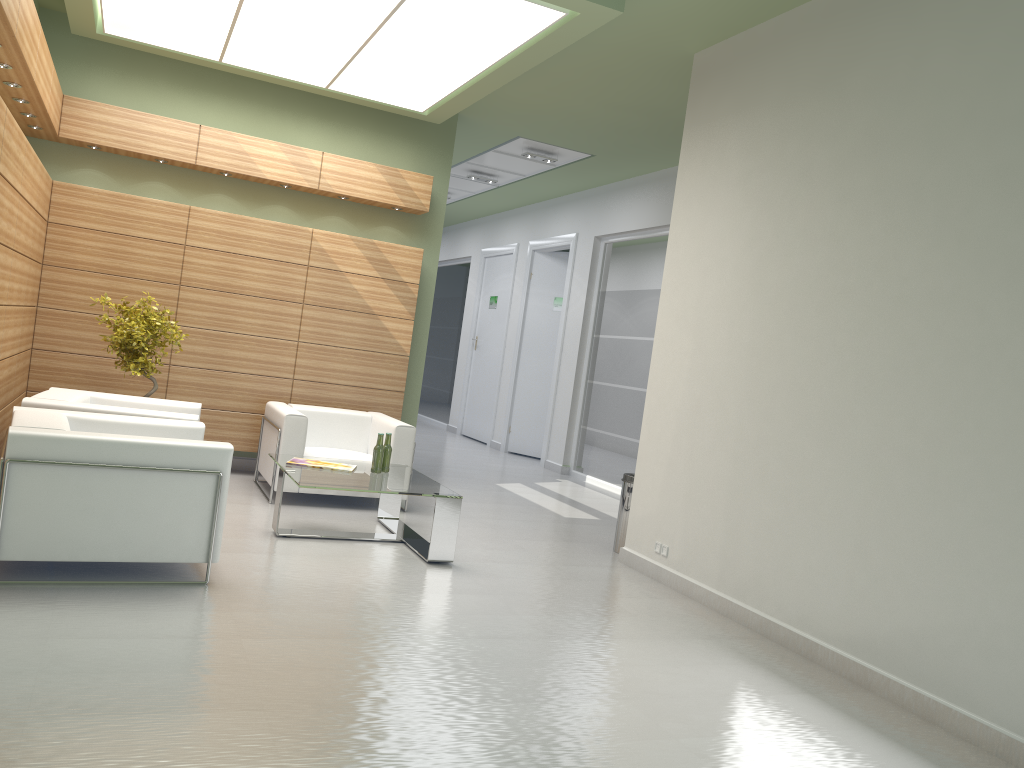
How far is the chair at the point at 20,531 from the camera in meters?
7.0

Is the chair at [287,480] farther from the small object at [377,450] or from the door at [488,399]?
the door at [488,399]

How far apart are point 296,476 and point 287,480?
2.3 meters

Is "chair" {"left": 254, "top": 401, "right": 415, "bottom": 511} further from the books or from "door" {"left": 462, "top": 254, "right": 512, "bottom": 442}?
"door" {"left": 462, "top": 254, "right": 512, "bottom": 442}

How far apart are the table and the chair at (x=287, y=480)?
0.7m

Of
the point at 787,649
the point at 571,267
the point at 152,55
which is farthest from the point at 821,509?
the point at 571,267

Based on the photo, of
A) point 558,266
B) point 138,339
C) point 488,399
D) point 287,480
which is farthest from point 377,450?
point 488,399

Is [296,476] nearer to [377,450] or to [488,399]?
[377,450]

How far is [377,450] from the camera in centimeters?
1045cm

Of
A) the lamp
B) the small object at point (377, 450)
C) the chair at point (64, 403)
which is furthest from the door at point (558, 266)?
the chair at point (64, 403)
